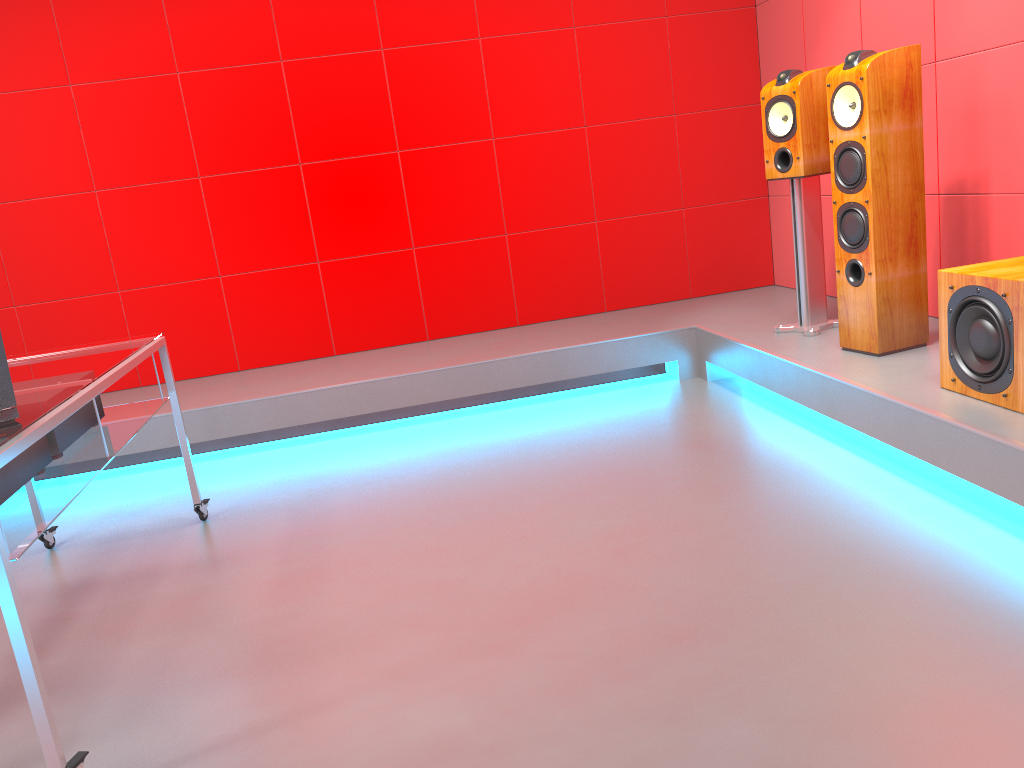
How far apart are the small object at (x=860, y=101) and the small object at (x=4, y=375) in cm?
264

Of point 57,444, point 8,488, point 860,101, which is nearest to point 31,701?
point 8,488

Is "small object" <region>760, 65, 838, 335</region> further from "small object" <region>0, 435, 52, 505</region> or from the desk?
"small object" <region>0, 435, 52, 505</region>

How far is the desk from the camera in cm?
162

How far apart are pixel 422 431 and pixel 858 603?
2.3 meters

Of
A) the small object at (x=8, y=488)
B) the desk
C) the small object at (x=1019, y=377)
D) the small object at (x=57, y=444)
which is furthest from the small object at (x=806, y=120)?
the small object at (x=8, y=488)

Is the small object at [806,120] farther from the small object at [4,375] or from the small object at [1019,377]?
the small object at [4,375]

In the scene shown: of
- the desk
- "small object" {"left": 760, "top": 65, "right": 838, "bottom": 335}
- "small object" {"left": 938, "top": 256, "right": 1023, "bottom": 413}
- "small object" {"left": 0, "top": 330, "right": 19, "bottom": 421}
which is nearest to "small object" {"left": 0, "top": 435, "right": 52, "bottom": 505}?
the desk

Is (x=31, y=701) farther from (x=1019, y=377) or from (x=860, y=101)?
(x=860, y=101)

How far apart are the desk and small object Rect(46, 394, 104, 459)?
0.02m
